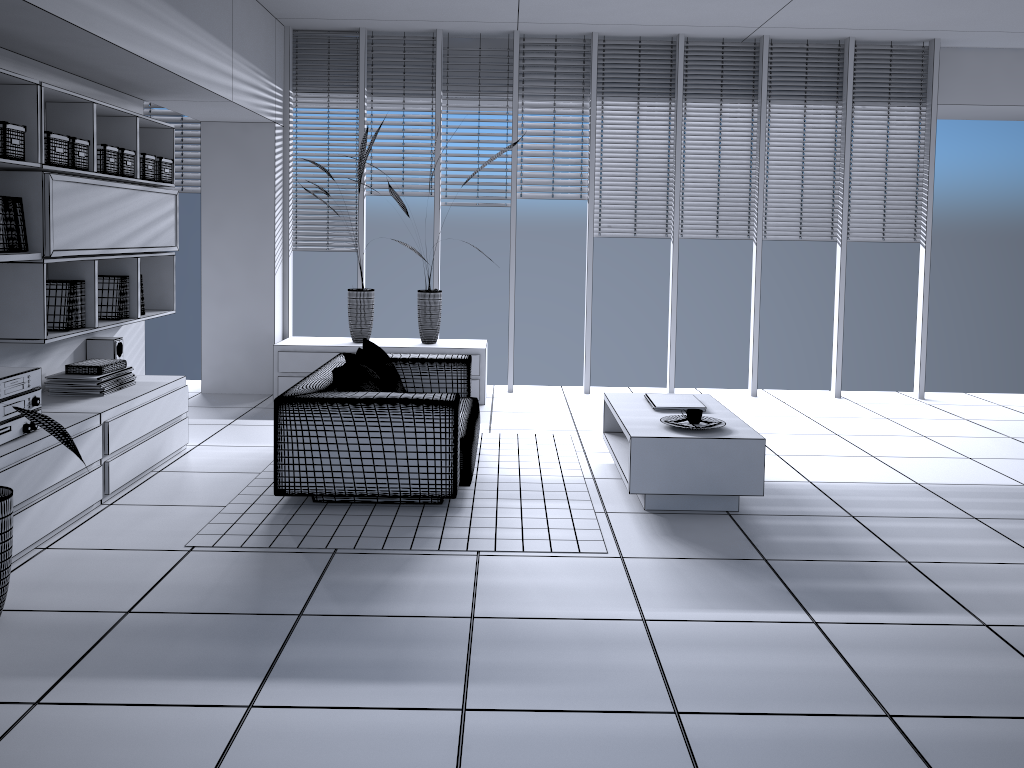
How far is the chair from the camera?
4.3 meters

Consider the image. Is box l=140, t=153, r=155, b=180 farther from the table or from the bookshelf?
the table

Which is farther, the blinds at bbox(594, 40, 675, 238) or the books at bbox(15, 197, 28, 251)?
the blinds at bbox(594, 40, 675, 238)

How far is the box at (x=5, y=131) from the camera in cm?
382

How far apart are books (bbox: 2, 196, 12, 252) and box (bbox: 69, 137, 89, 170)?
0.6m

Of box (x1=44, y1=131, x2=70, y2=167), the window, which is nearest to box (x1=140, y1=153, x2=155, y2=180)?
box (x1=44, y1=131, x2=70, y2=167)

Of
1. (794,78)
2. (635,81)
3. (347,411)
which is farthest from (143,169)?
(794,78)

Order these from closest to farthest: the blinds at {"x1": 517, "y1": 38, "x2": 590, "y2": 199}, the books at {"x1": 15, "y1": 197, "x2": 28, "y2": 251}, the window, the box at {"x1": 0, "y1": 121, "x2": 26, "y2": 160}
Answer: the box at {"x1": 0, "y1": 121, "x2": 26, "y2": 160} → the books at {"x1": 15, "y1": 197, "x2": 28, "y2": 251} → the window → the blinds at {"x1": 517, "y1": 38, "x2": 590, "y2": 199}

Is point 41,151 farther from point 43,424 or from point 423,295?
point 423,295

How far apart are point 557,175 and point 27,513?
5.0 meters
